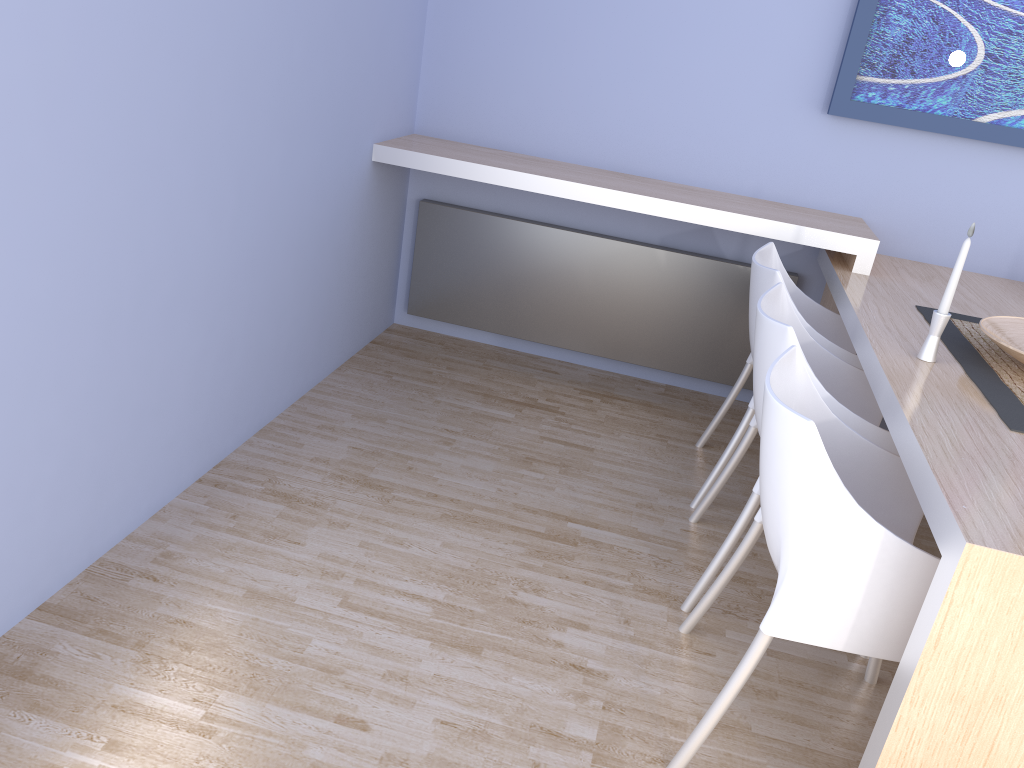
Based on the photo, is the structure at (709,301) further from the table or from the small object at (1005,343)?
the small object at (1005,343)

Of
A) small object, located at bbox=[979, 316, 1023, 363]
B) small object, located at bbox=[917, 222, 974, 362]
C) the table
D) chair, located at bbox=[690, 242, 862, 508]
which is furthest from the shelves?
small object, located at bbox=[917, 222, 974, 362]

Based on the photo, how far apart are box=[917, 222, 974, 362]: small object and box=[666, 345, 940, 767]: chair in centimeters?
39cm

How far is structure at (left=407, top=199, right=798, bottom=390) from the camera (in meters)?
3.58

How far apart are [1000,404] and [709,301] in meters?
1.7 m

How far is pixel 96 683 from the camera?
1.8 meters

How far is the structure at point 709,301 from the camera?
3.58m

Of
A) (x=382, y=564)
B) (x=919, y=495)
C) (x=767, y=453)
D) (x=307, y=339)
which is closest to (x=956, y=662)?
(x=919, y=495)

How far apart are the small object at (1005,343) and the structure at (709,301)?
1.2m

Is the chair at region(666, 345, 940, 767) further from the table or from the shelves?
the shelves
